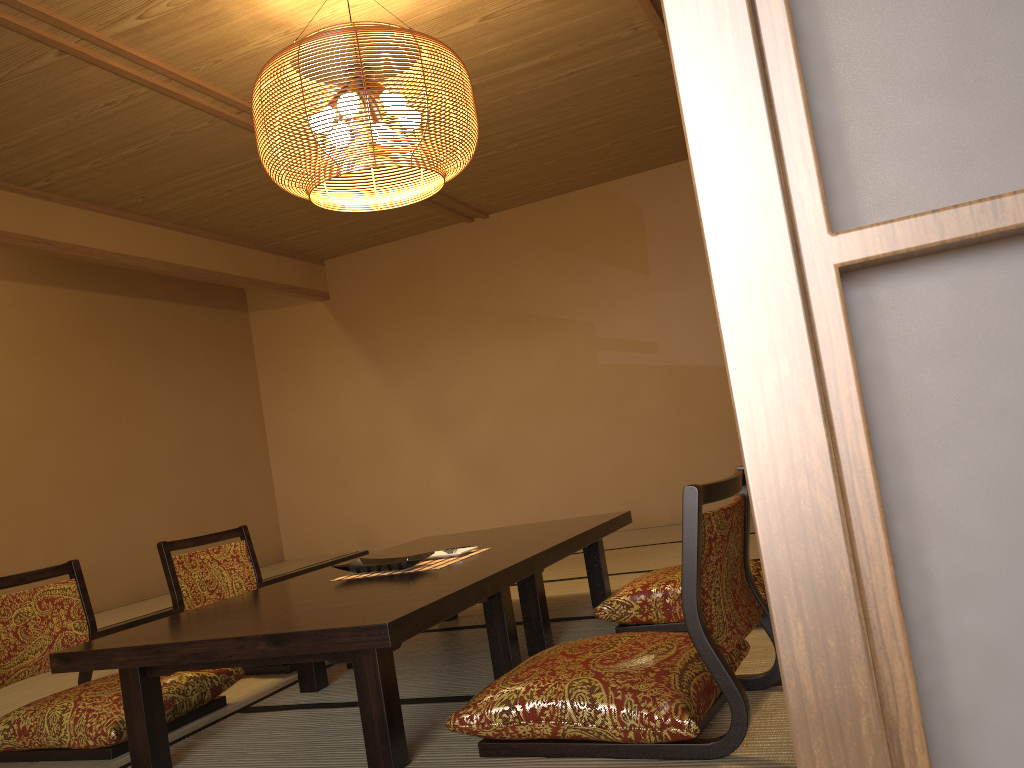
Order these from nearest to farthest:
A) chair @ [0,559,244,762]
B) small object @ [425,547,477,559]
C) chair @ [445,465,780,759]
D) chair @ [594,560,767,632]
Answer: chair @ [445,465,780,759]
chair @ [0,559,244,762]
chair @ [594,560,767,632]
small object @ [425,547,477,559]

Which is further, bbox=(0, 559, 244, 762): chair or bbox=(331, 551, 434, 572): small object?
bbox=(331, 551, 434, 572): small object

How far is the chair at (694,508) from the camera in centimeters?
176cm

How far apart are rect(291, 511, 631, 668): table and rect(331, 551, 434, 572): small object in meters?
0.2 m

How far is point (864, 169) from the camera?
2.1 meters

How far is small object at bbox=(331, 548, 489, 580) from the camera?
2.8m

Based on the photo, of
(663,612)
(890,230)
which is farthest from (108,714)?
(890,230)

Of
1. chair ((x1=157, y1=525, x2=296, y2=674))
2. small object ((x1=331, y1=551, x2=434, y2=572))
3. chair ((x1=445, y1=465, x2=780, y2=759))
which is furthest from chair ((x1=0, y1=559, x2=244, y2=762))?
chair ((x1=445, y1=465, x2=780, y2=759))

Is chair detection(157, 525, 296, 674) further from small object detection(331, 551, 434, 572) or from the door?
the door

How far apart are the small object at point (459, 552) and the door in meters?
1.4 m
